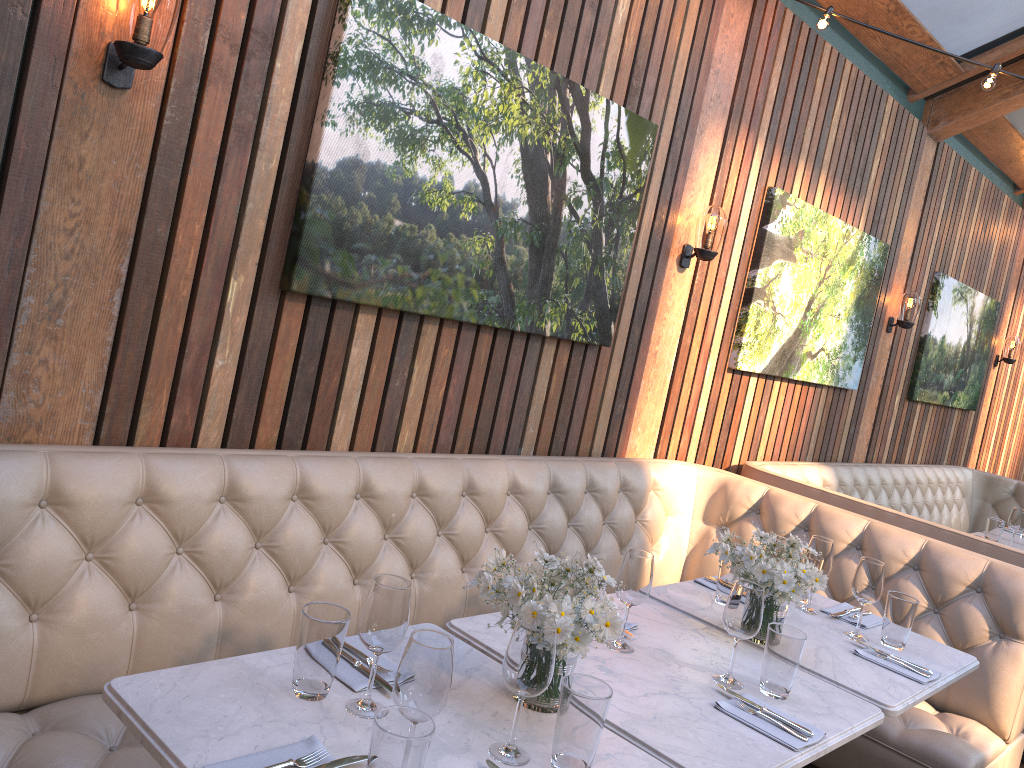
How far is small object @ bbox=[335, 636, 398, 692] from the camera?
1.8 meters

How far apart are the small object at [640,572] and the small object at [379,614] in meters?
0.7 m

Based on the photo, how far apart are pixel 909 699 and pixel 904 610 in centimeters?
41cm

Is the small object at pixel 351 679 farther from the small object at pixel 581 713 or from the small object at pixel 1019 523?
the small object at pixel 1019 523

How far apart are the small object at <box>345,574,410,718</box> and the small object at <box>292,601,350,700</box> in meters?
0.0 m

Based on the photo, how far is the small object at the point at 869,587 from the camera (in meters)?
2.71

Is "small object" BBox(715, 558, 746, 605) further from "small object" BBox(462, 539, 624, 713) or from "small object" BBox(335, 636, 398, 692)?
"small object" BBox(335, 636, 398, 692)

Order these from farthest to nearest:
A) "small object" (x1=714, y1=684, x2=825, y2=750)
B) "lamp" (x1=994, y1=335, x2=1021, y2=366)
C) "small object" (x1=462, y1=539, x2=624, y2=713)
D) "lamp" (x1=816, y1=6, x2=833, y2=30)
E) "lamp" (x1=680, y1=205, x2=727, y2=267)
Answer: "lamp" (x1=994, y1=335, x2=1021, y2=366) → "lamp" (x1=680, y1=205, x2=727, y2=267) → "lamp" (x1=816, y1=6, x2=833, y2=30) → "small object" (x1=714, y1=684, x2=825, y2=750) → "small object" (x1=462, y1=539, x2=624, y2=713)

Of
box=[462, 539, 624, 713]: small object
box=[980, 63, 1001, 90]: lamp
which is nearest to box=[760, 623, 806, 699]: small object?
box=[462, 539, 624, 713]: small object

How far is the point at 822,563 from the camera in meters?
2.9 m
